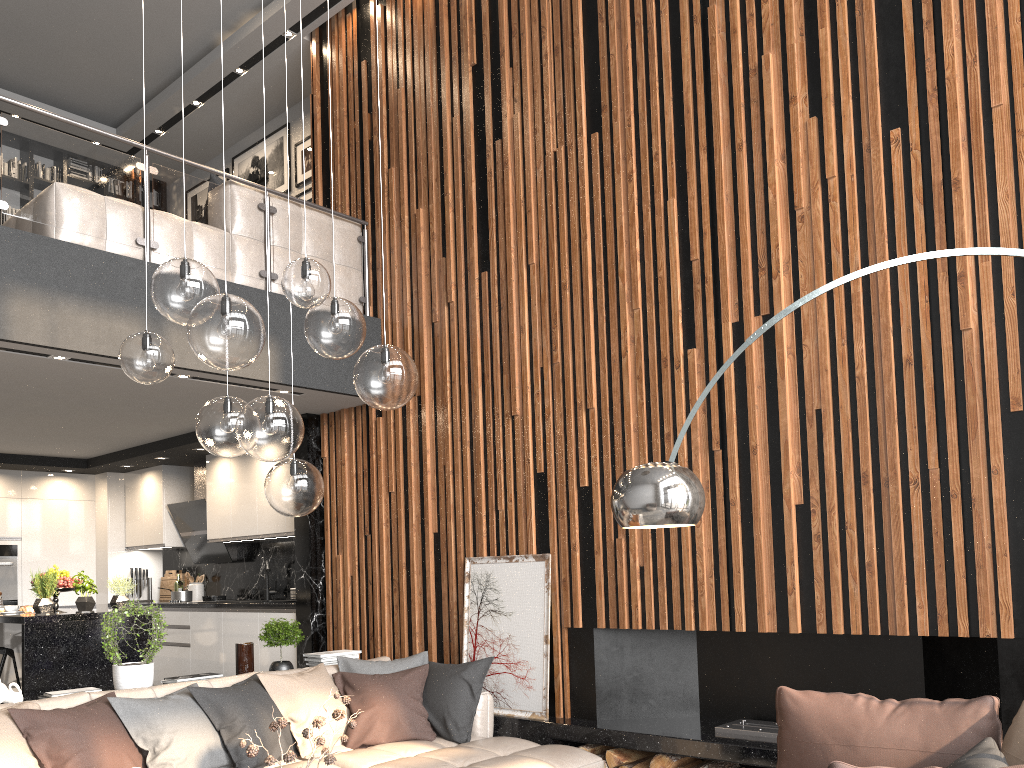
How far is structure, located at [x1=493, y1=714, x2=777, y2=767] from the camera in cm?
414

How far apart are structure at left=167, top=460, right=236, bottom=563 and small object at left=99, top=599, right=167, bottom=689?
3.5m

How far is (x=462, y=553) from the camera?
5.8m

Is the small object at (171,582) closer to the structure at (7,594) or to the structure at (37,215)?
the structure at (7,594)

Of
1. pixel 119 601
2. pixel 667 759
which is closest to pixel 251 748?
pixel 667 759

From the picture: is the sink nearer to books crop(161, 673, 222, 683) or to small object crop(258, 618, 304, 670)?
small object crop(258, 618, 304, 670)

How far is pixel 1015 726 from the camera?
2.7 meters

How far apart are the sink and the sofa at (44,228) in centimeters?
312cm

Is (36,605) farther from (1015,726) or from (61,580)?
(1015,726)

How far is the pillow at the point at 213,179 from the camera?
6.22m
